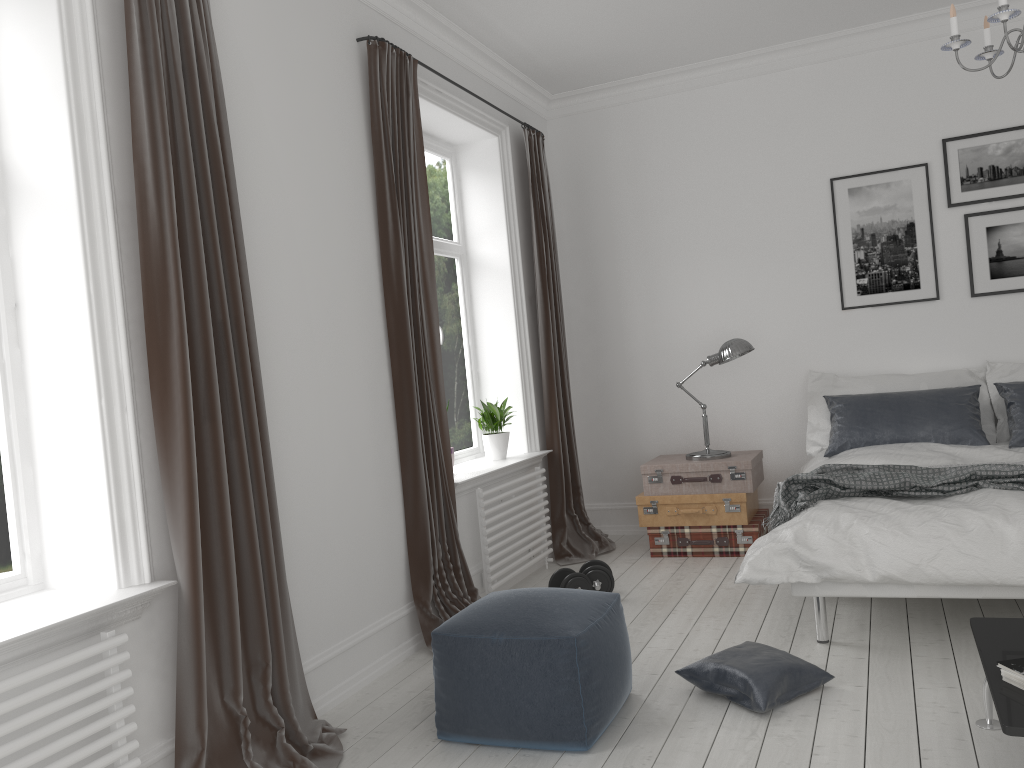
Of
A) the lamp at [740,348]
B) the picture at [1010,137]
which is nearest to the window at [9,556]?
the lamp at [740,348]

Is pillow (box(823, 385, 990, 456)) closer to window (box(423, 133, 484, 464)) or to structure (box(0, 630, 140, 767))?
window (box(423, 133, 484, 464))

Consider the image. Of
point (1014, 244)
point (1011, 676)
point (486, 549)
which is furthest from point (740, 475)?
point (1011, 676)

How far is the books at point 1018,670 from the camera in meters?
2.1

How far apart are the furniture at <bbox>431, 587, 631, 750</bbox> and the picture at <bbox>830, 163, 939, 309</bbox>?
3.12m

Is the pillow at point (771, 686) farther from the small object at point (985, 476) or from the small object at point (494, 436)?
the small object at point (494, 436)

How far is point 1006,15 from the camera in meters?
2.8

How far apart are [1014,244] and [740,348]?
1.67m

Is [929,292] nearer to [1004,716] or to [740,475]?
[740,475]

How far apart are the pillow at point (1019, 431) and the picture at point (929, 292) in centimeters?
69cm
